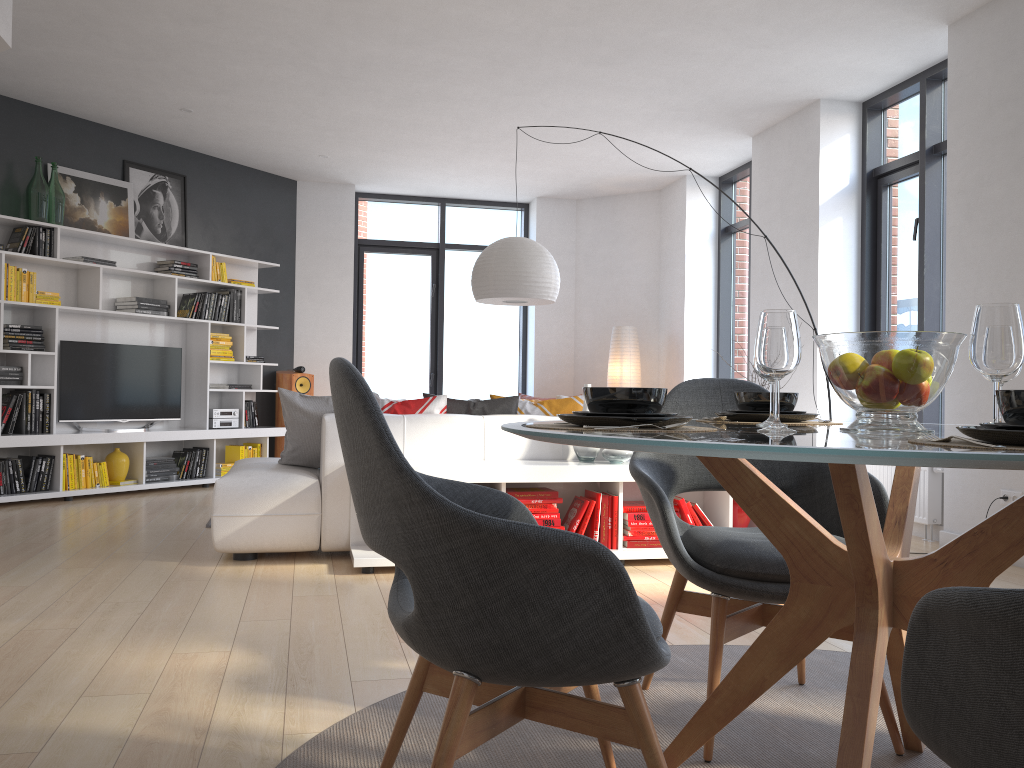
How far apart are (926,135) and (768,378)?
4.65m

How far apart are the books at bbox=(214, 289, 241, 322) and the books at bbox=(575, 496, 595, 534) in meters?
4.8

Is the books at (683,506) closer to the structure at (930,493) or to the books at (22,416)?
the structure at (930,493)

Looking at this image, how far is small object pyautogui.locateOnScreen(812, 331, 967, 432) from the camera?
1.6 meters

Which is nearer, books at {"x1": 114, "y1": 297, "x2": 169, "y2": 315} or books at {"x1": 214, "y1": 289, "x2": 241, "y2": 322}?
books at {"x1": 114, "y1": 297, "x2": 169, "y2": 315}

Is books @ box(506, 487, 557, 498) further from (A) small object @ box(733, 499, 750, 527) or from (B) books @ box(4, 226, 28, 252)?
(B) books @ box(4, 226, 28, 252)

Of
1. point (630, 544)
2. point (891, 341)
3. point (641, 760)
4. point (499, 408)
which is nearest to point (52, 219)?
point (499, 408)

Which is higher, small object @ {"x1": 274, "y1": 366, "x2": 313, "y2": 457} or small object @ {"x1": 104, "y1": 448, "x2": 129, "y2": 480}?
small object @ {"x1": 274, "y1": 366, "x2": 313, "y2": 457}

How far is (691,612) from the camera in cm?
240

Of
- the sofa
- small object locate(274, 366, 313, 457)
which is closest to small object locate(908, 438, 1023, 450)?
the sofa
